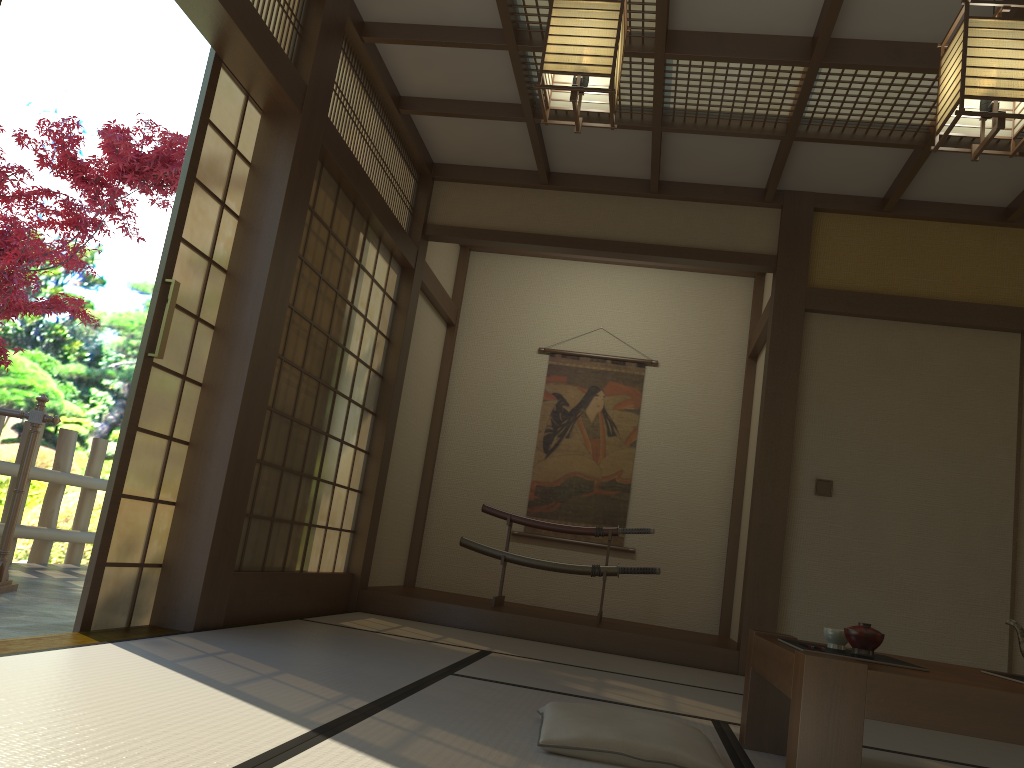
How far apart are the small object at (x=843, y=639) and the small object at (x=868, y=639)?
0.2m

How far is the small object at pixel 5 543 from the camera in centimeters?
466cm

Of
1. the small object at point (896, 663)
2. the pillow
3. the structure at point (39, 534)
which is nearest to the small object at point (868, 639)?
the small object at point (896, 663)

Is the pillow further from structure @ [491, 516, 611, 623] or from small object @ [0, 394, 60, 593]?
small object @ [0, 394, 60, 593]

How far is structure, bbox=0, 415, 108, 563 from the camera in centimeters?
653cm

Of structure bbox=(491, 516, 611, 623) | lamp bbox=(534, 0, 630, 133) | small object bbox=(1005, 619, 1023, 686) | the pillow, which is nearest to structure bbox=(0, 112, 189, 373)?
structure bbox=(491, 516, 611, 623)

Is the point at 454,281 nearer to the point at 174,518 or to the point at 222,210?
the point at 222,210

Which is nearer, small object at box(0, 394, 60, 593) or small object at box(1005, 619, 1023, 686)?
small object at box(1005, 619, 1023, 686)

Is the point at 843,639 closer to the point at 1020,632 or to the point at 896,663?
the point at 896,663

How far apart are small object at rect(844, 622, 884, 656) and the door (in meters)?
2.47
